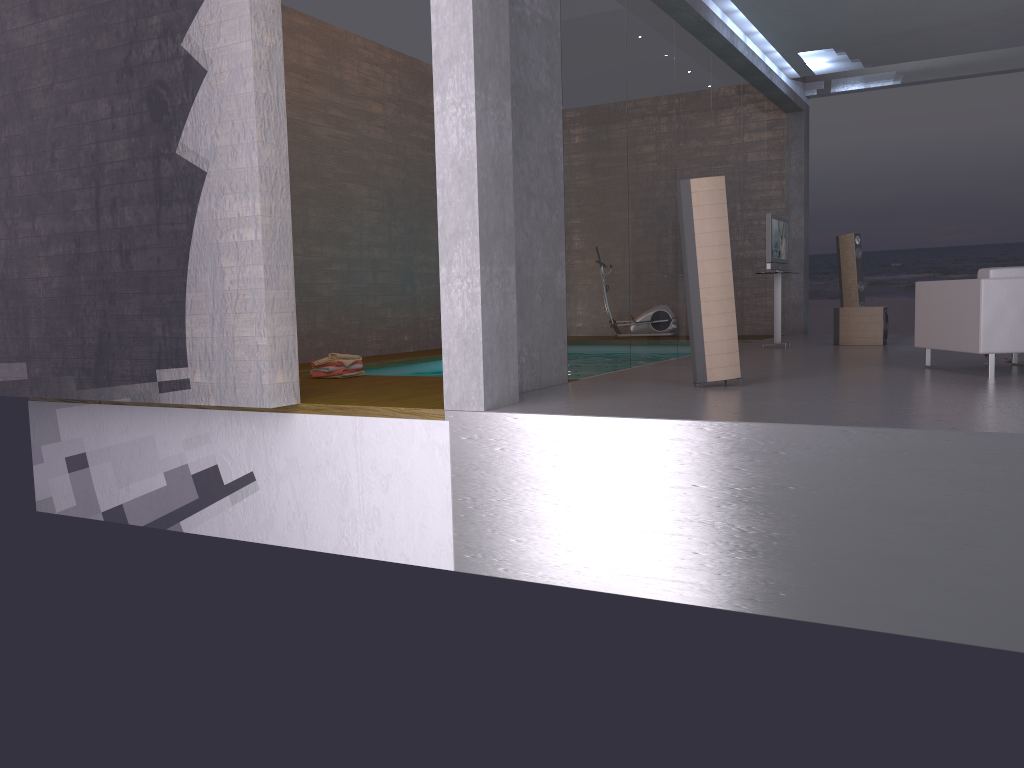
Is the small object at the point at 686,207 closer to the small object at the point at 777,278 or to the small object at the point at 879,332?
the small object at the point at 777,278

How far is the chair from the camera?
6.43m

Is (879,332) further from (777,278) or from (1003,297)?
(1003,297)

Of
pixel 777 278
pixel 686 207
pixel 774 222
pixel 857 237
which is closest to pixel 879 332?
pixel 777 278

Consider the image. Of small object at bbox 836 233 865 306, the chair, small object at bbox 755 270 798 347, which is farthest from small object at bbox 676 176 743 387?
small object at bbox 836 233 865 306

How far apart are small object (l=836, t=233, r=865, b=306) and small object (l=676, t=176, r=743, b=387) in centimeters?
706cm

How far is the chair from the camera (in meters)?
6.43

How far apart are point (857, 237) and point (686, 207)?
7.3 meters

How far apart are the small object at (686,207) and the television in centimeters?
441cm

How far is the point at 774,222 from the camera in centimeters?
1046cm
